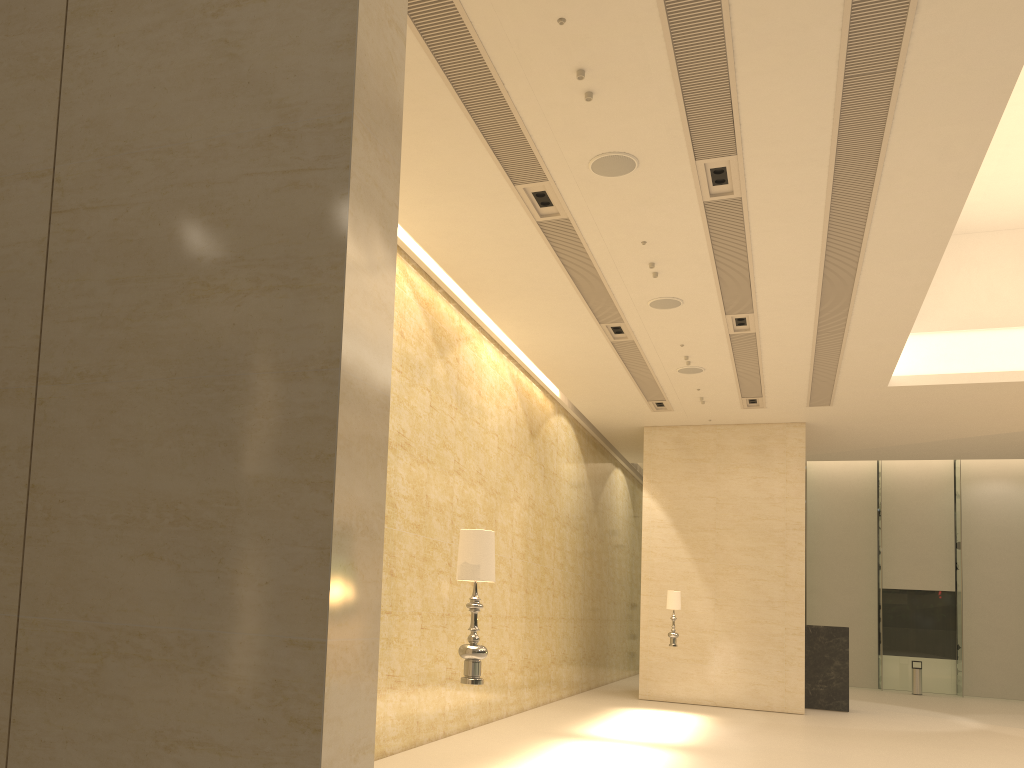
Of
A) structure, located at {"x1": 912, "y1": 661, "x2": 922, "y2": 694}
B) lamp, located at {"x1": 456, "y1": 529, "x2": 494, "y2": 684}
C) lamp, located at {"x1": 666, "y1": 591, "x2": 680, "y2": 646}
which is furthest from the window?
lamp, located at {"x1": 456, "y1": 529, "x2": 494, "y2": 684}

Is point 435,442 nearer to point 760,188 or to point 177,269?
point 760,188

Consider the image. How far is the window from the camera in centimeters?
2625cm

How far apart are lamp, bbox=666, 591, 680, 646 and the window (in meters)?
14.26

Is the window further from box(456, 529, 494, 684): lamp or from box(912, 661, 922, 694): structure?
box(456, 529, 494, 684): lamp

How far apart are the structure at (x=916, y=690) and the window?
1.61m

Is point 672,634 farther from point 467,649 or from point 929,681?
point 929,681

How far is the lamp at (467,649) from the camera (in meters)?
5.55

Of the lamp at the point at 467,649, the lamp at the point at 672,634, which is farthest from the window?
the lamp at the point at 467,649

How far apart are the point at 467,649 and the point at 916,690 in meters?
23.7 m
